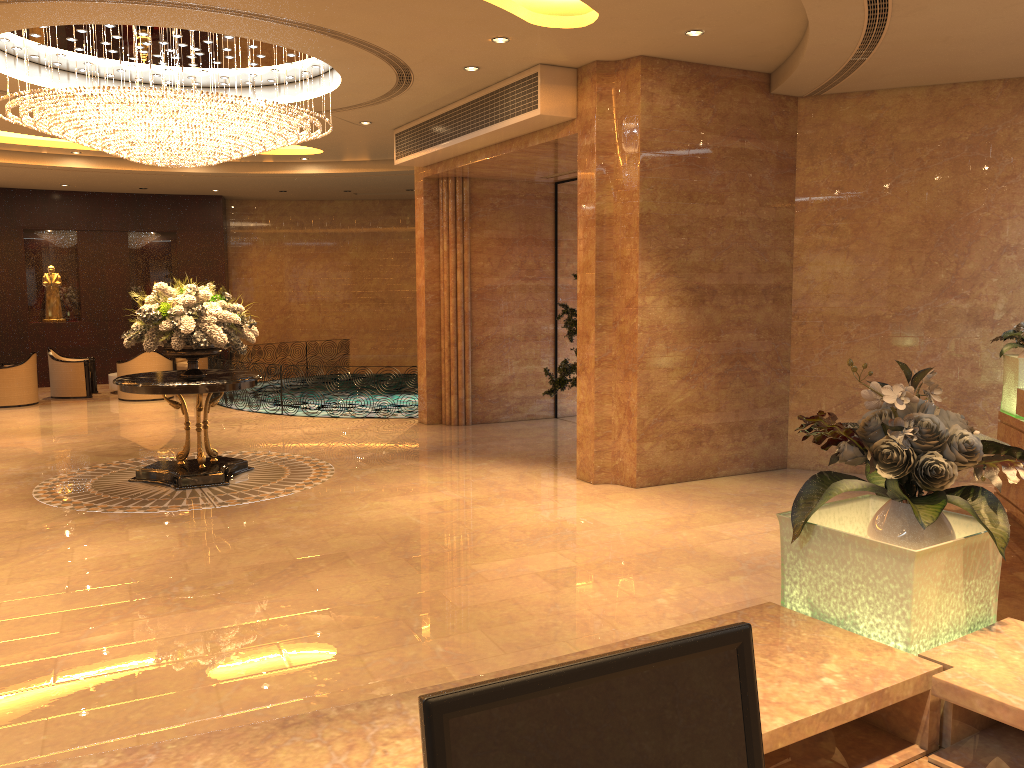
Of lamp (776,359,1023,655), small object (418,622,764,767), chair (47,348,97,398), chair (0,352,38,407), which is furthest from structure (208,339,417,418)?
small object (418,622,764,767)

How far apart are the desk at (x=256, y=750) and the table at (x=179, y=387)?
7.37m

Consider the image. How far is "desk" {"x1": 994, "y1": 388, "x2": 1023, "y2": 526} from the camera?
7.2m

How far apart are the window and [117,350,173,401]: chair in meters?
7.4 m

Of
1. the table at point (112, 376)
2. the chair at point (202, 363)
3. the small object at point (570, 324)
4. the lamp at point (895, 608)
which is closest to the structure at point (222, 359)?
the chair at point (202, 363)

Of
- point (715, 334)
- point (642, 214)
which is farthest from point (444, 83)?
point (715, 334)

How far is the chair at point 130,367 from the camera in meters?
15.7

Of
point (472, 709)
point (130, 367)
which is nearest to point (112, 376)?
point (130, 367)

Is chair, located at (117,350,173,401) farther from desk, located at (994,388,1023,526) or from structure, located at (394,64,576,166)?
desk, located at (994,388,1023,526)

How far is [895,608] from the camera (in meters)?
2.12
